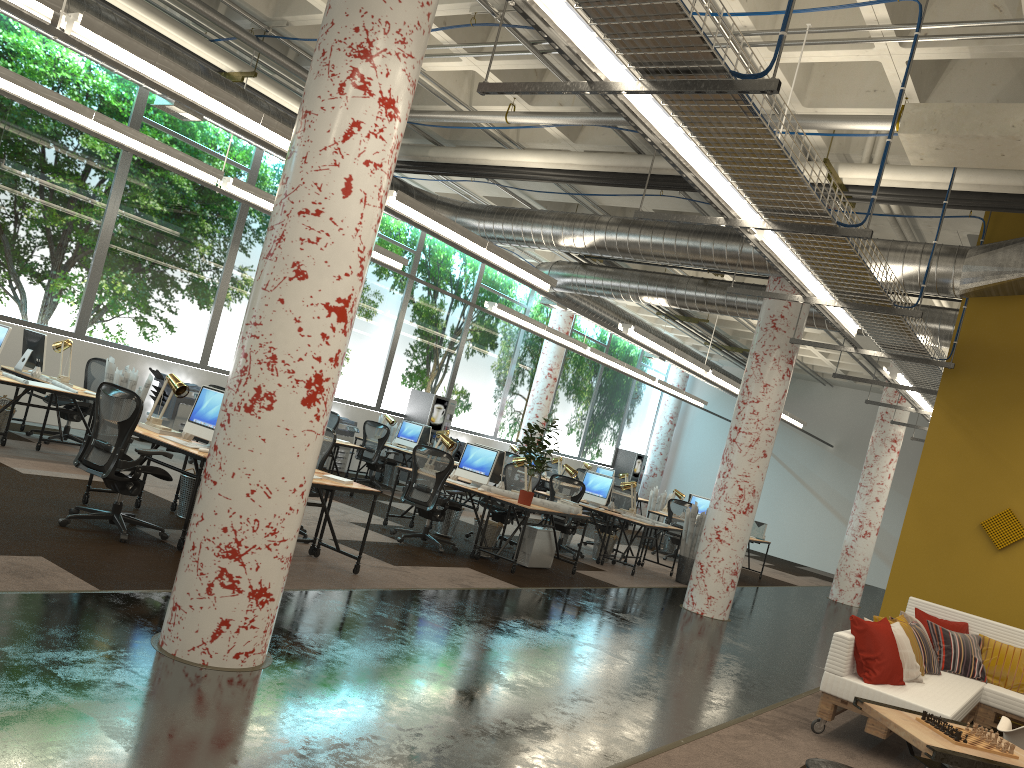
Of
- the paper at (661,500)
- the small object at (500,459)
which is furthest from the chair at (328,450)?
the paper at (661,500)

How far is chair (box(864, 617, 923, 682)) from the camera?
6.36m

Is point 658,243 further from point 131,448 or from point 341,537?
point 131,448

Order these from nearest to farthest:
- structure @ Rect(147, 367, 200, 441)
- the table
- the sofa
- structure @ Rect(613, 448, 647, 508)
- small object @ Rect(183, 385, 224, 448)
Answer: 1. the table
2. the sofa
3. small object @ Rect(183, 385, 224, 448)
4. structure @ Rect(147, 367, 200, 441)
5. structure @ Rect(613, 448, 647, 508)

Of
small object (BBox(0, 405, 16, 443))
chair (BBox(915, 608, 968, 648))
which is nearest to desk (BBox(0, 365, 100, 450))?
small object (BBox(0, 405, 16, 443))

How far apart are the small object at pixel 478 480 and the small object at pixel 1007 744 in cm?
690

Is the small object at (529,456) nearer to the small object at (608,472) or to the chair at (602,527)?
the chair at (602,527)

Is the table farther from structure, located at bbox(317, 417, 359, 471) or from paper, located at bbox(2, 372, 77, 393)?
structure, located at bbox(317, 417, 359, 471)

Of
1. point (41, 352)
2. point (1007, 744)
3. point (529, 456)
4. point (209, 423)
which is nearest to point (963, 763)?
point (1007, 744)

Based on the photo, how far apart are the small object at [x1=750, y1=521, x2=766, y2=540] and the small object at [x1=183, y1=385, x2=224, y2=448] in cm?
1163
